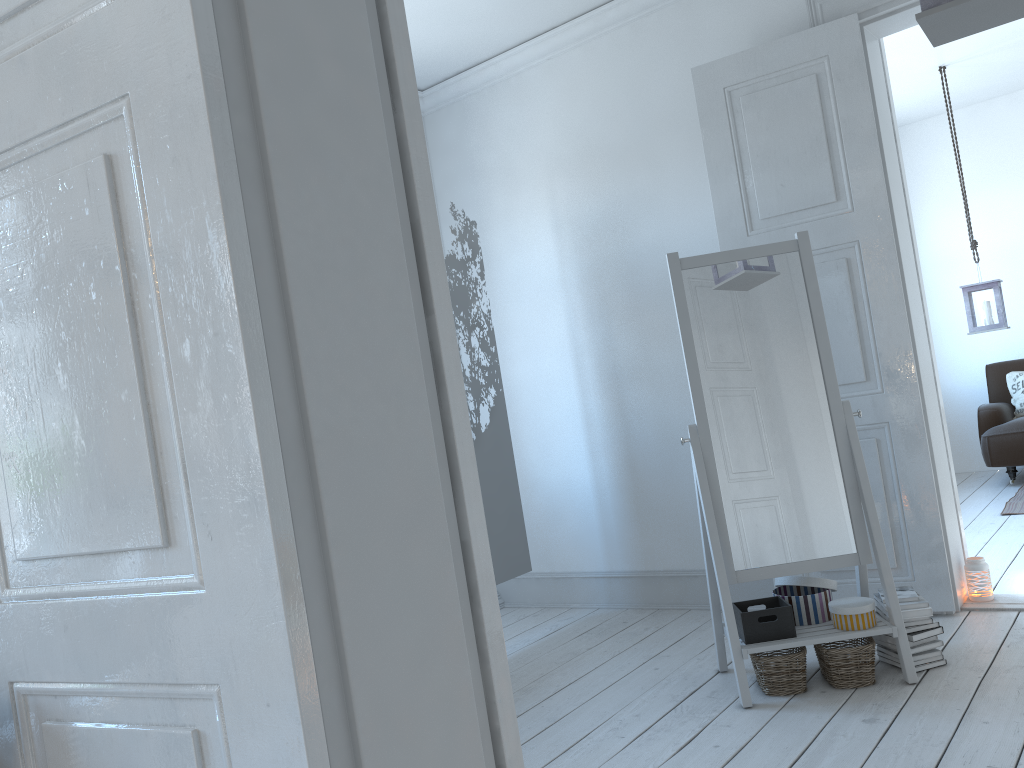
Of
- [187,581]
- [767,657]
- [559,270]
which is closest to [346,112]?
[187,581]

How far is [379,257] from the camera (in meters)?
1.20

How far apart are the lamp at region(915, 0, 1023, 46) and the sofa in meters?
4.7

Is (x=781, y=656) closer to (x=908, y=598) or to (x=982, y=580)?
(x=908, y=598)

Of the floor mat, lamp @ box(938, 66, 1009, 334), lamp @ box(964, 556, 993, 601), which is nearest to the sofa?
the floor mat

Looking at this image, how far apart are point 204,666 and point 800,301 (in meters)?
2.47

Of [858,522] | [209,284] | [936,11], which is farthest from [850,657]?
[209,284]

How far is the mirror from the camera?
2.9 meters

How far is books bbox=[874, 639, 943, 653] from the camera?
2.85m

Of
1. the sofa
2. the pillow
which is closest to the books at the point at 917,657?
the sofa
